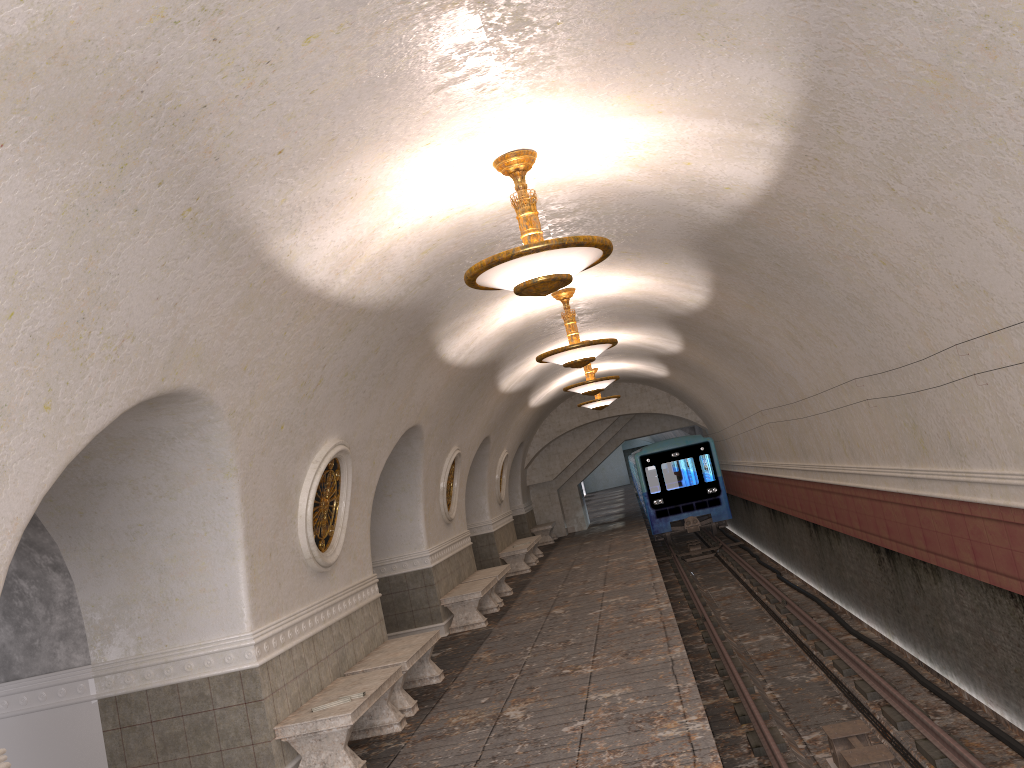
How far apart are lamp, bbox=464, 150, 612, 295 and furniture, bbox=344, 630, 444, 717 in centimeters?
394cm

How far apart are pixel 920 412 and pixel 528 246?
4.18m

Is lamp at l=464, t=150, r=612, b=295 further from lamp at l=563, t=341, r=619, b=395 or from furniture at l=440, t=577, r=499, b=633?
lamp at l=563, t=341, r=619, b=395

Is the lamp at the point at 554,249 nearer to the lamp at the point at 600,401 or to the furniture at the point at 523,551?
the furniture at the point at 523,551

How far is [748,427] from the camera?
17.4m

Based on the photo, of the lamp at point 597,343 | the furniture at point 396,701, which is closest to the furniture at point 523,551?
the lamp at point 597,343

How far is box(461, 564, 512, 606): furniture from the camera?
14.3m

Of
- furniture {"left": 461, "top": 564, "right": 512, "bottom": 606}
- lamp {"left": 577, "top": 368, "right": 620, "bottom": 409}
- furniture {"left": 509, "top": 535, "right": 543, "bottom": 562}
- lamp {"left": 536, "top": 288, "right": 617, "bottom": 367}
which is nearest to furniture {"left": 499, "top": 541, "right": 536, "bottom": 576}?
furniture {"left": 509, "top": 535, "right": 543, "bottom": 562}

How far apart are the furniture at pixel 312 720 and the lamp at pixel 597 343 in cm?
403

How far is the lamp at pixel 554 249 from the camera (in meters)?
5.45
